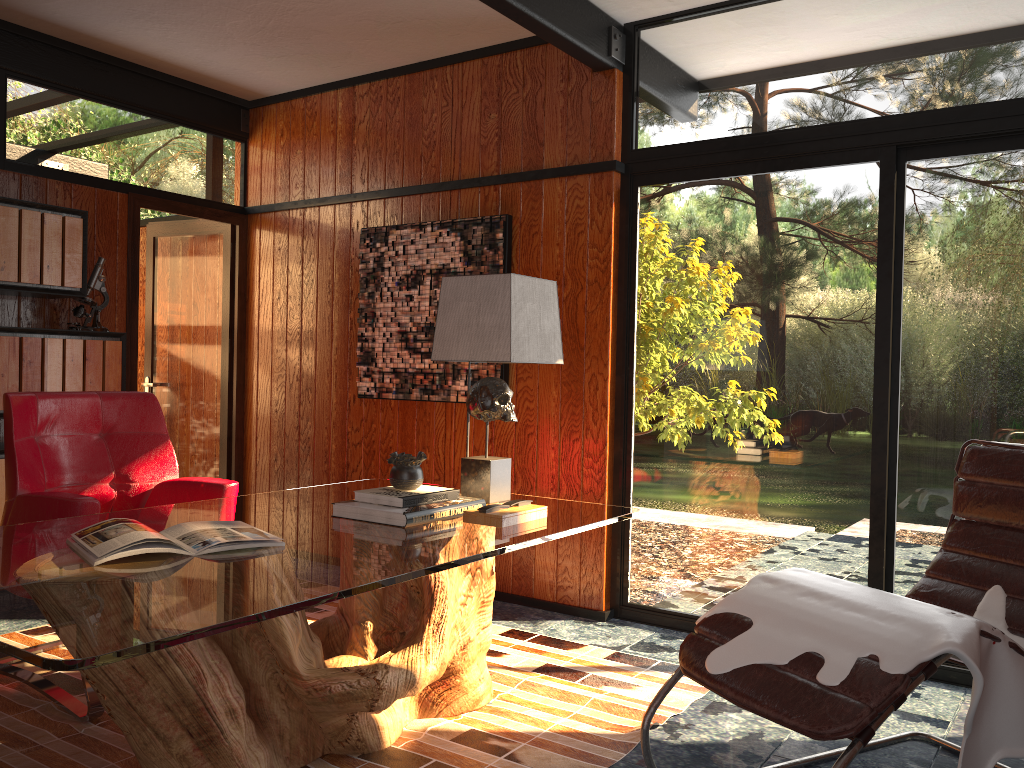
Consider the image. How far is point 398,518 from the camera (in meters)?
2.41

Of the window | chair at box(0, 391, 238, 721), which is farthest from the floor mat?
the window

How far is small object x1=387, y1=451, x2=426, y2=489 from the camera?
2.61m

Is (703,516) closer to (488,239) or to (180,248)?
(488,239)

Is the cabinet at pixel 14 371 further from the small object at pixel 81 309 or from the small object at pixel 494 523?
the small object at pixel 494 523

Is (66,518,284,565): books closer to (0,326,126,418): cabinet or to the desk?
the desk

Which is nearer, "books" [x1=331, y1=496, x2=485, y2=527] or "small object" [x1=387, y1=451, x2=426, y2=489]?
"books" [x1=331, y1=496, x2=485, y2=527]

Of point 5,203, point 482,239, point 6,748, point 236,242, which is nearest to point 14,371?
point 5,203

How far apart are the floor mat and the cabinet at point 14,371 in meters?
1.2 m

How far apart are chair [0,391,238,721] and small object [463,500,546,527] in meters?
Answer: 1.0 m
